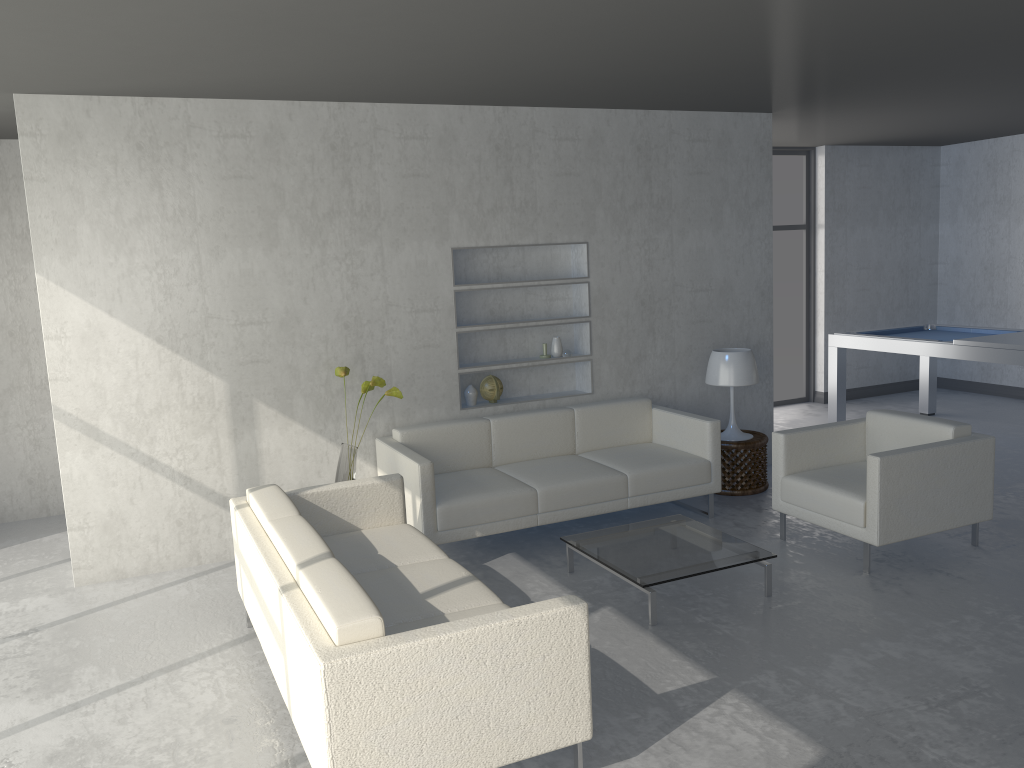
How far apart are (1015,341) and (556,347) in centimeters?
322cm

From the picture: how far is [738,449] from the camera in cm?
570

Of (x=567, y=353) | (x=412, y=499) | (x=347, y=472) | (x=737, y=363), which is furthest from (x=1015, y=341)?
(x=347, y=472)

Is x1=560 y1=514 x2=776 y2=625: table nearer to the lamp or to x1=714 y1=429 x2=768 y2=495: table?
x1=714 y1=429 x2=768 y2=495: table

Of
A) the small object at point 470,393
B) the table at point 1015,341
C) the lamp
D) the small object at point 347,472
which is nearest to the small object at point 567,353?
the small object at point 470,393

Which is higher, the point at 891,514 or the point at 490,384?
the point at 490,384

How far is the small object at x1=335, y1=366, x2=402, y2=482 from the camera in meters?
4.7

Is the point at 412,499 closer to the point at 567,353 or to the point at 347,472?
the point at 347,472

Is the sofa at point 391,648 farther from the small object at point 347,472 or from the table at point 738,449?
the table at point 738,449

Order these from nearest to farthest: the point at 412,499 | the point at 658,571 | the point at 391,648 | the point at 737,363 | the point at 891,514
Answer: the point at 391,648, the point at 658,571, the point at 891,514, the point at 412,499, the point at 737,363
